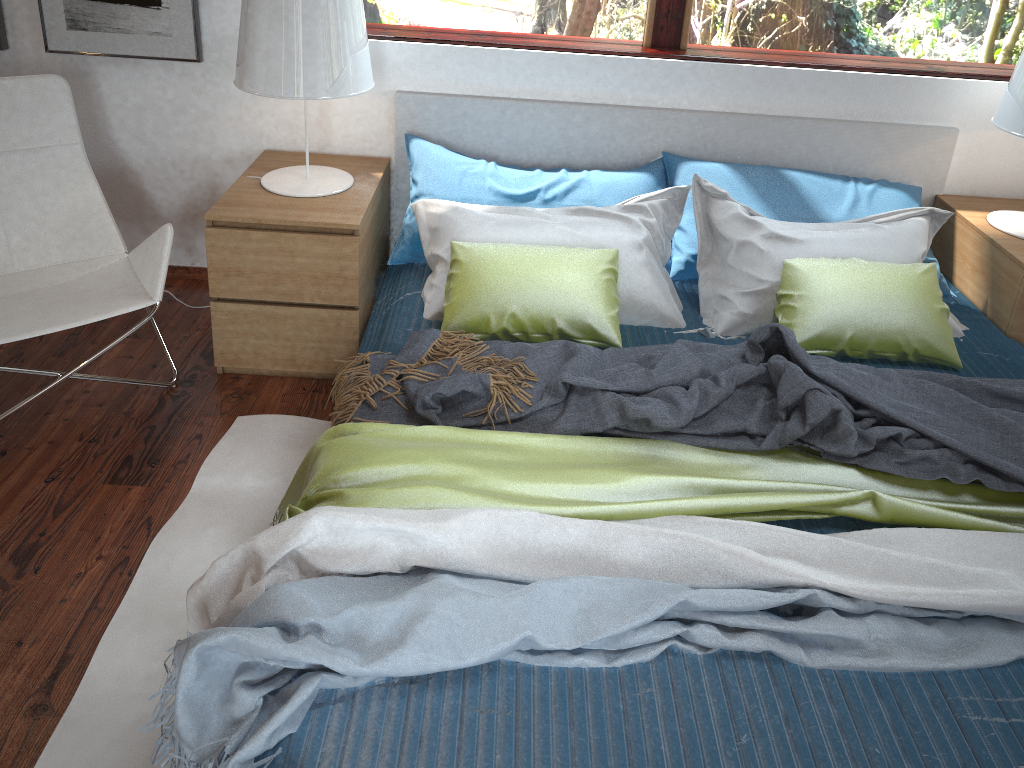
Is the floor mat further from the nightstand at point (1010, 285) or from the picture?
the nightstand at point (1010, 285)

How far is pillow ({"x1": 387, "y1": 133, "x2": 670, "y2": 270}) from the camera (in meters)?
2.63

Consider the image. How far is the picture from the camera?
2.7m

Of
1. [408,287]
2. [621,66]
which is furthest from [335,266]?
[621,66]

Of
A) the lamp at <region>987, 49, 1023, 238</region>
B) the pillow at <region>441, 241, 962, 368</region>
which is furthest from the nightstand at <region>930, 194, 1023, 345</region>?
the pillow at <region>441, 241, 962, 368</region>

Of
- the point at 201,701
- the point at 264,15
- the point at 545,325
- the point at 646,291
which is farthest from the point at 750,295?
the point at 201,701

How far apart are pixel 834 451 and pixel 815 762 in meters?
0.7

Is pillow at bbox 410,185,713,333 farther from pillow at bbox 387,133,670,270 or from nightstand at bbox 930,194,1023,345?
nightstand at bbox 930,194,1023,345

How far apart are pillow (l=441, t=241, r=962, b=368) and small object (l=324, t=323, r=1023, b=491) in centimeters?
6cm

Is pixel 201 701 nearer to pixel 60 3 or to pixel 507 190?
pixel 507 190
